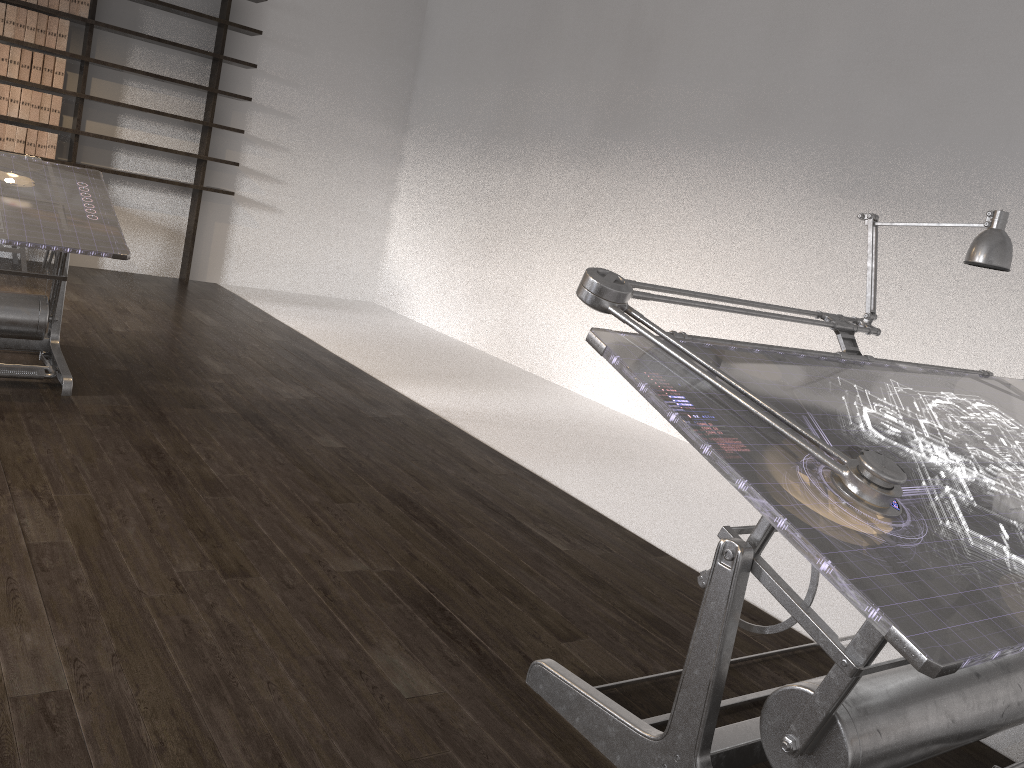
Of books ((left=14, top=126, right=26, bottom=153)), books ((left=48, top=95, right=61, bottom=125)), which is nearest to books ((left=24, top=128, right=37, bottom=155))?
books ((left=14, top=126, right=26, bottom=153))

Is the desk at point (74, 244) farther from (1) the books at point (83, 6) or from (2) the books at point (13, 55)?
(1) the books at point (83, 6)

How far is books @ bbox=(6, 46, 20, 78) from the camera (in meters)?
6.29

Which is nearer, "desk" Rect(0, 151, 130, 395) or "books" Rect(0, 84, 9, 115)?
"desk" Rect(0, 151, 130, 395)

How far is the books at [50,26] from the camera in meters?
6.4 m

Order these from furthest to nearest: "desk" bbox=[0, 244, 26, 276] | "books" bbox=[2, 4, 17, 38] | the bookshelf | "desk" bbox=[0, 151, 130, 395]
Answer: the bookshelf, "books" bbox=[2, 4, 17, 38], "desk" bbox=[0, 244, 26, 276], "desk" bbox=[0, 151, 130, 395]

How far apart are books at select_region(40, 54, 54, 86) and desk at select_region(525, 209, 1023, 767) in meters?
6.0 m

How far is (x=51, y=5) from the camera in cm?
634

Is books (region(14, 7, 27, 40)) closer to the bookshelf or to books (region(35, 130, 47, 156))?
the bookshelf

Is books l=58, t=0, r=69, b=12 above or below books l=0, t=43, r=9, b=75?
above
